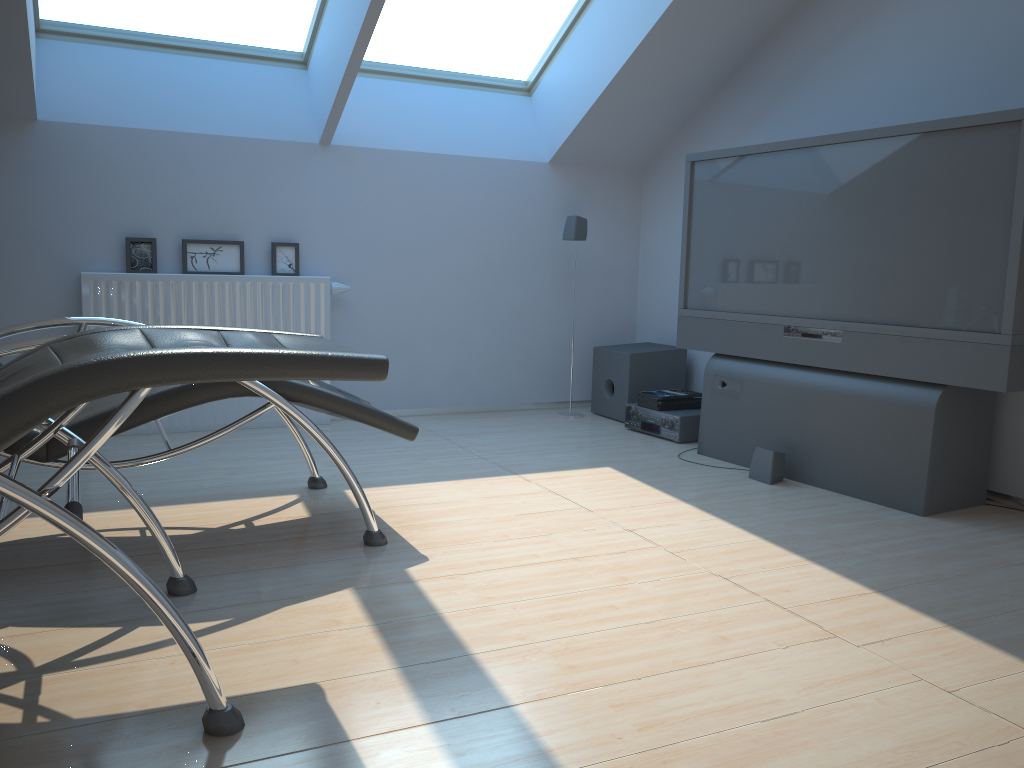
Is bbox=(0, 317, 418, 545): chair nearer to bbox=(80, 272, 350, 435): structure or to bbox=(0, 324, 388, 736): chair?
bbox=(0, 324, 388, 736): chair

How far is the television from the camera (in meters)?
3.10

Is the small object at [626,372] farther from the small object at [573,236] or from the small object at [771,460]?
the small object at [771,460]

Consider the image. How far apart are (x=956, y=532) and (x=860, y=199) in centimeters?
133cm

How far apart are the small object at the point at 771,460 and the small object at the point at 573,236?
1.7 meters

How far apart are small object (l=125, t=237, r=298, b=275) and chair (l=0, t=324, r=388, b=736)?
2.42m

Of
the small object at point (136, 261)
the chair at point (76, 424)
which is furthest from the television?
the small object at point (136, 261)

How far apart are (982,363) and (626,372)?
2.2 meters

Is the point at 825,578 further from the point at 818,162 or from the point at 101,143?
the point at 101,143

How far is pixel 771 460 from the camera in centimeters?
371cm
